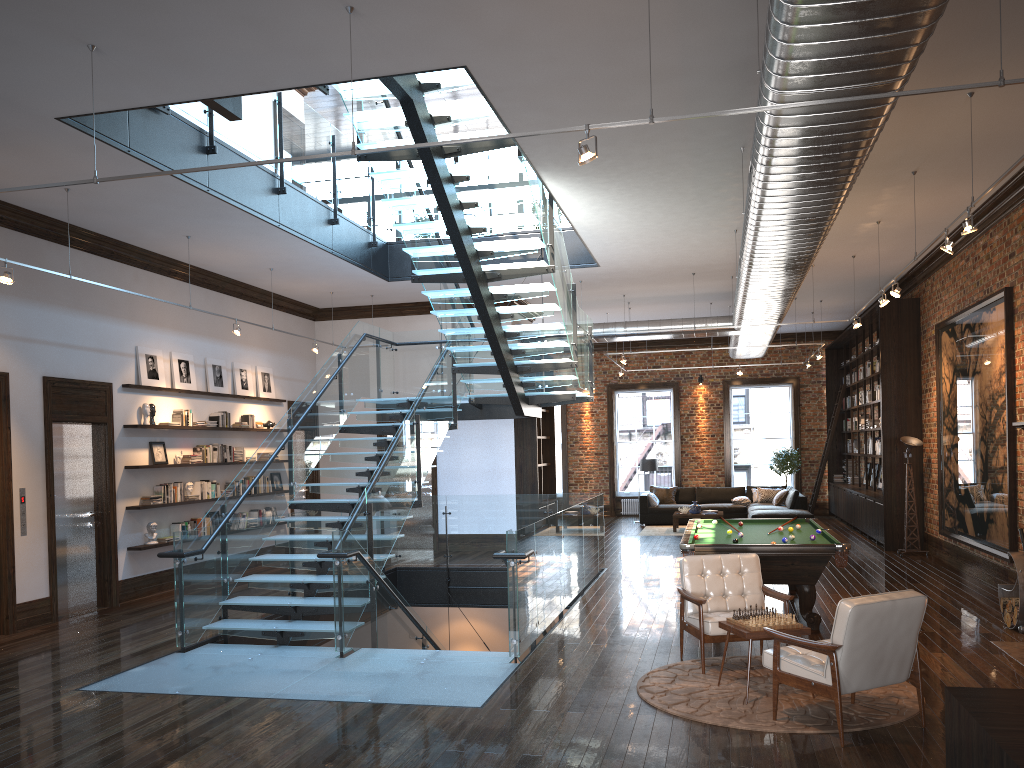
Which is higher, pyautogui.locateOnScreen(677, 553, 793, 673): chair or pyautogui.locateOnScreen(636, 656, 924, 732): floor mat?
pyautogui.locateOnScreen(677, 553, 793, 673): chair

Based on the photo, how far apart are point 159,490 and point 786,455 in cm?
1457

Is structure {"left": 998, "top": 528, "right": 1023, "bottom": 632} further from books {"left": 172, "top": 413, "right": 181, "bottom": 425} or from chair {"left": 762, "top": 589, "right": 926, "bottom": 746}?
books {"left": 172, "top": 413, "right": 181, "bottom": 425}

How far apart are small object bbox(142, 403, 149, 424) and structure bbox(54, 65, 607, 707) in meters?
2.3

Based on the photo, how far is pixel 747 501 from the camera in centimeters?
1944cm

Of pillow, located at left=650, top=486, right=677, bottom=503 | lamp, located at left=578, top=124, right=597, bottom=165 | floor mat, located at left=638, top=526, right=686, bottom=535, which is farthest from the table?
pillow, located at left=650, top=486, right=677, bottom=503

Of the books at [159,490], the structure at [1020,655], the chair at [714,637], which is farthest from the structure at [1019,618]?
the books at [159,490]

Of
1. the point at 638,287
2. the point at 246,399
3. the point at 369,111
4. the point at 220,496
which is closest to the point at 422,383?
the point at 246,399

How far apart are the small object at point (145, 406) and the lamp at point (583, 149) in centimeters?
816cm

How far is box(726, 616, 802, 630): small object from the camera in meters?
6.2
